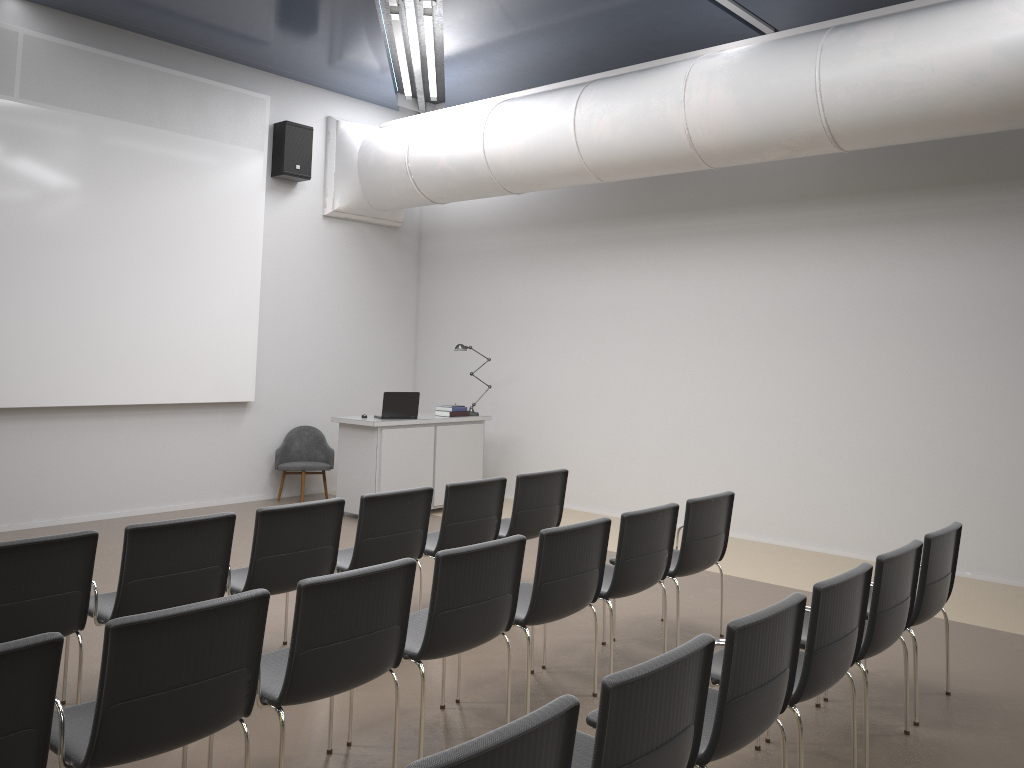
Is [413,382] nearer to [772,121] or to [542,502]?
[542,502]

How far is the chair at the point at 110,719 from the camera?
2.7m

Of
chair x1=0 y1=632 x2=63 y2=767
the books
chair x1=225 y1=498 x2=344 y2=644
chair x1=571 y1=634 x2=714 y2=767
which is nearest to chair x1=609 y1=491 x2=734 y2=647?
chair x1=225 y1=498 x2=344 y2=644

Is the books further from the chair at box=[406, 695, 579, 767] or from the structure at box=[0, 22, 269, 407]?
the chair at box=[406, 695, 579, 767]

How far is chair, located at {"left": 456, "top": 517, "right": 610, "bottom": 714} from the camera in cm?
424

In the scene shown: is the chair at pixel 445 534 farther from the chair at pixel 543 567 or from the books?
the books

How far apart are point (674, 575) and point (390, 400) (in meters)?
4.57

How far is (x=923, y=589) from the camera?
4.3m

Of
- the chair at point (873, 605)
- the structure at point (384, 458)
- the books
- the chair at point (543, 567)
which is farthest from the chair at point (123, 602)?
the books

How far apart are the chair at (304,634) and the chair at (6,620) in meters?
0.9
